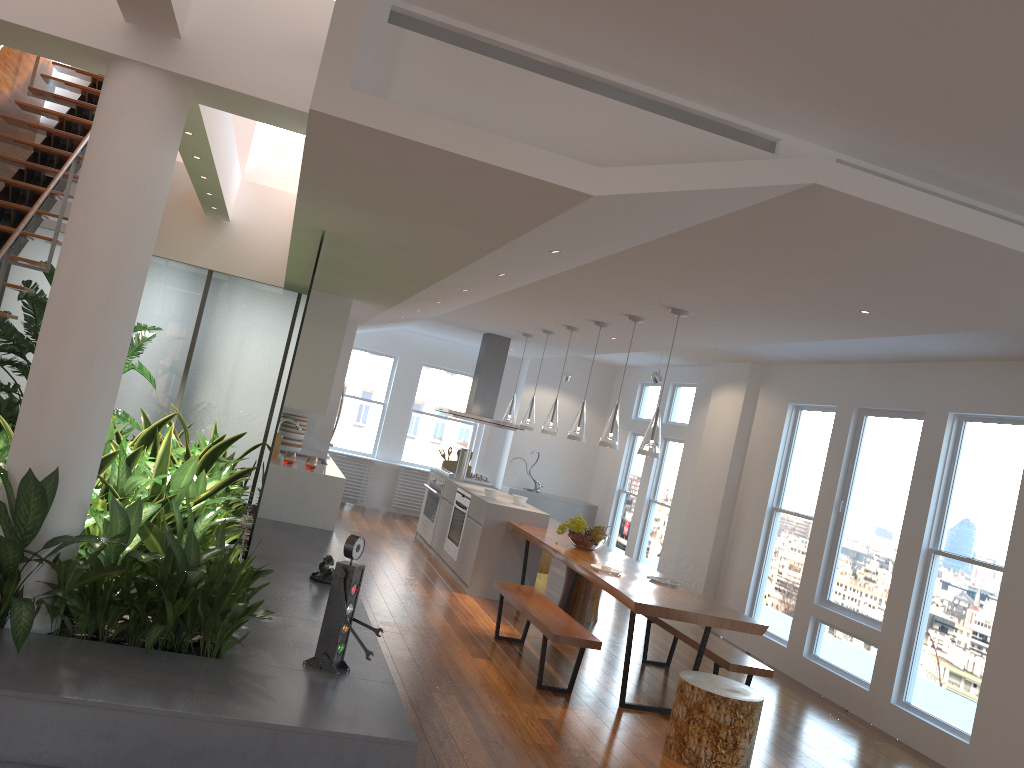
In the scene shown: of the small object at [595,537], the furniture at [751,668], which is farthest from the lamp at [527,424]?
the furniture at [751,668]

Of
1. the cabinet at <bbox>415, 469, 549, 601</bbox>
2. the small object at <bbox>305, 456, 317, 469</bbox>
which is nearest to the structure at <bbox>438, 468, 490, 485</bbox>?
the cabinet at <bbox>415, 469, 549, 601</bbox>

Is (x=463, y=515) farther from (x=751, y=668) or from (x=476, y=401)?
(x=751, y=668)

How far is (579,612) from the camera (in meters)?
7.84

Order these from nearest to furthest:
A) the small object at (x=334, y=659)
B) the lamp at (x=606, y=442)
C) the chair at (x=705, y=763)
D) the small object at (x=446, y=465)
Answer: the small object at (x=334, y=659) → the chair at (x=705, y=763) → the lamp at (x=606, y=442) → the small object at (x=446, y=465)

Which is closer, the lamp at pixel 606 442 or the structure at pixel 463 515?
the lamp at pixel 606 442

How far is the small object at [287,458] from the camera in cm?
740

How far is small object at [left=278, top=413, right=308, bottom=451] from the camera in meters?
8.8 m

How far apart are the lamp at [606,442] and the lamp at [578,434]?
0.7 meters

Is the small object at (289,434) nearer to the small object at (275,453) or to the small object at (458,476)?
the small object at (275,453)
